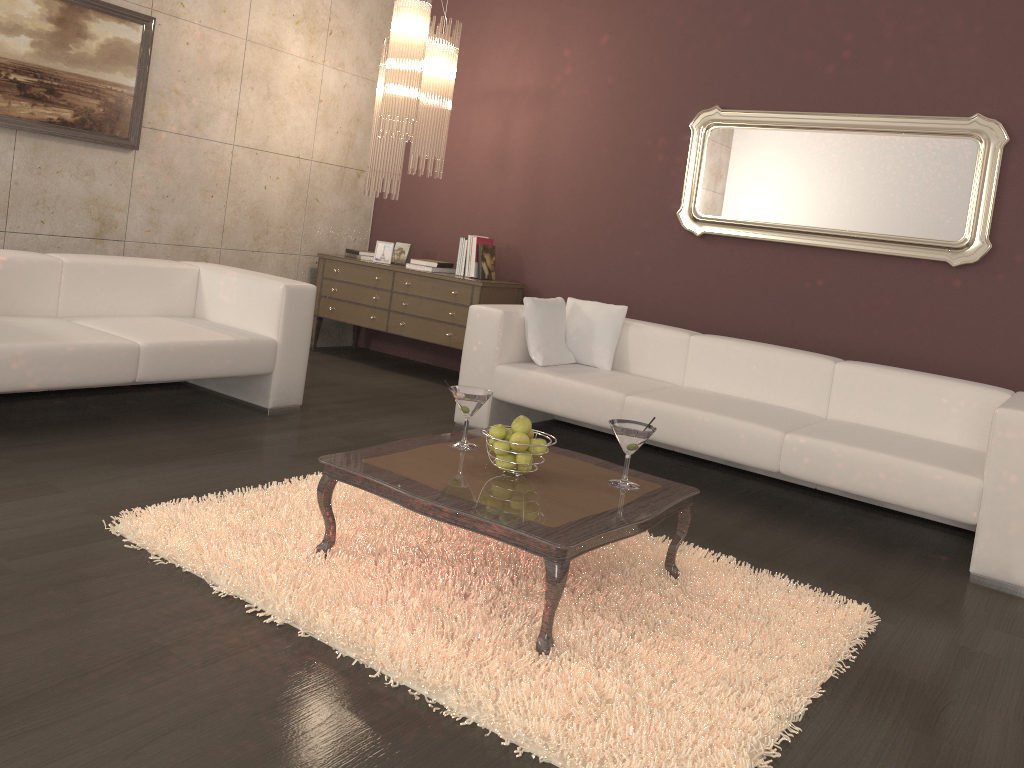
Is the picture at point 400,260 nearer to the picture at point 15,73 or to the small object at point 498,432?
the picture at point 15,73

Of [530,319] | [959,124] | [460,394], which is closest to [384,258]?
[530,319]

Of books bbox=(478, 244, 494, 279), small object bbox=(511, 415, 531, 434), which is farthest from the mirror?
small object bbox=(511, 415, 531, 434)

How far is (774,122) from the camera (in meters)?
5.11

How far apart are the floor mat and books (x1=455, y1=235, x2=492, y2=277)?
2.8m

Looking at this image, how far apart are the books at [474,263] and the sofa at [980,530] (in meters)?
1.26

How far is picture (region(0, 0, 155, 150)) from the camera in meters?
4.5 m

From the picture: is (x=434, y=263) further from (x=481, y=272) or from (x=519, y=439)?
(x=519, y=439)

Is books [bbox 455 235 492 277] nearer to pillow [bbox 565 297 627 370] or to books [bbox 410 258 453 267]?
books [bbox 410 258 453 267]

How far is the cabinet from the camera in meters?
5.8 m
